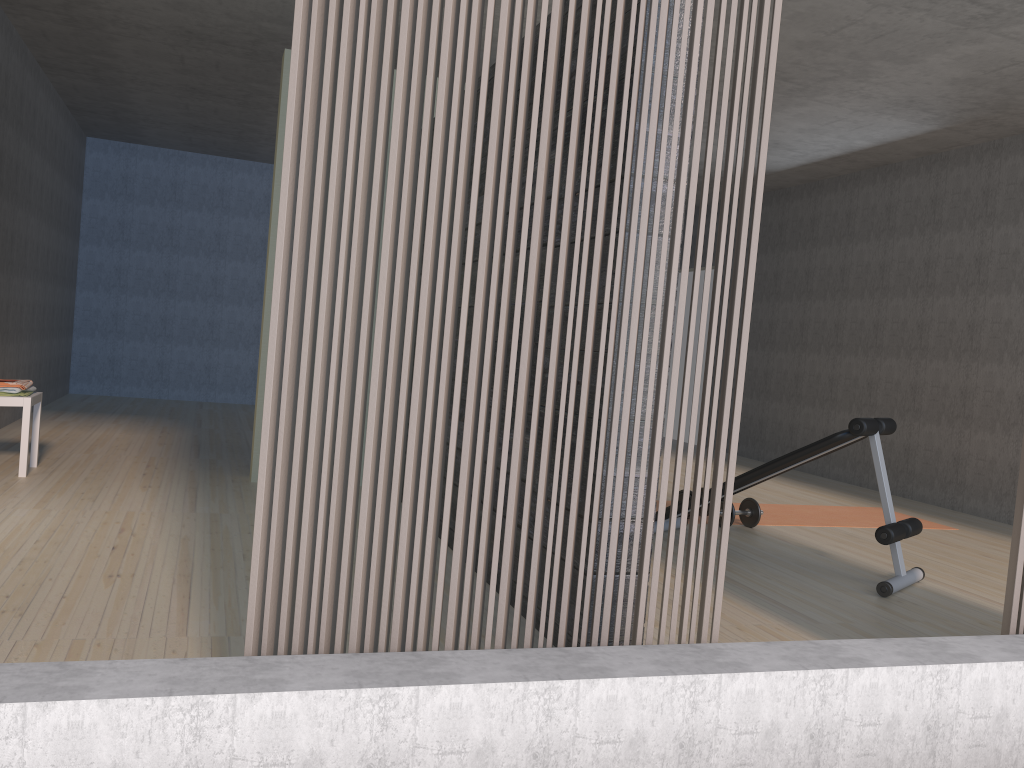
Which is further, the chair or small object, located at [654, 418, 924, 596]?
the chair

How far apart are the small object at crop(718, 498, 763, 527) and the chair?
3.96m

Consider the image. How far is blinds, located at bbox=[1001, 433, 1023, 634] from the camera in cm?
244

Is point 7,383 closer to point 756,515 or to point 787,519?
point 756,515

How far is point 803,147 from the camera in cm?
726

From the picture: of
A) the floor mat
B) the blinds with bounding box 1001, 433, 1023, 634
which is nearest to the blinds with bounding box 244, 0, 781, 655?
the blinds with bounding box 1001, 433, 1023, 634

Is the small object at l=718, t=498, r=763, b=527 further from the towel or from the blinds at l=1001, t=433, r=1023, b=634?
the towel

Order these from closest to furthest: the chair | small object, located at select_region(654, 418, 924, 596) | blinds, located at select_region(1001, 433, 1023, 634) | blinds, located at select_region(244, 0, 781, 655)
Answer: blinds, located at select_region(244, 0, 781, 655)
blinds, located at select_region(1001, 433, 1023, 634)
small object, located at select_region(654, 418, 924, 596)
the chair

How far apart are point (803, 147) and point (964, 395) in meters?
2.3

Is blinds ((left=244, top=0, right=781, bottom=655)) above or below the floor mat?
above
